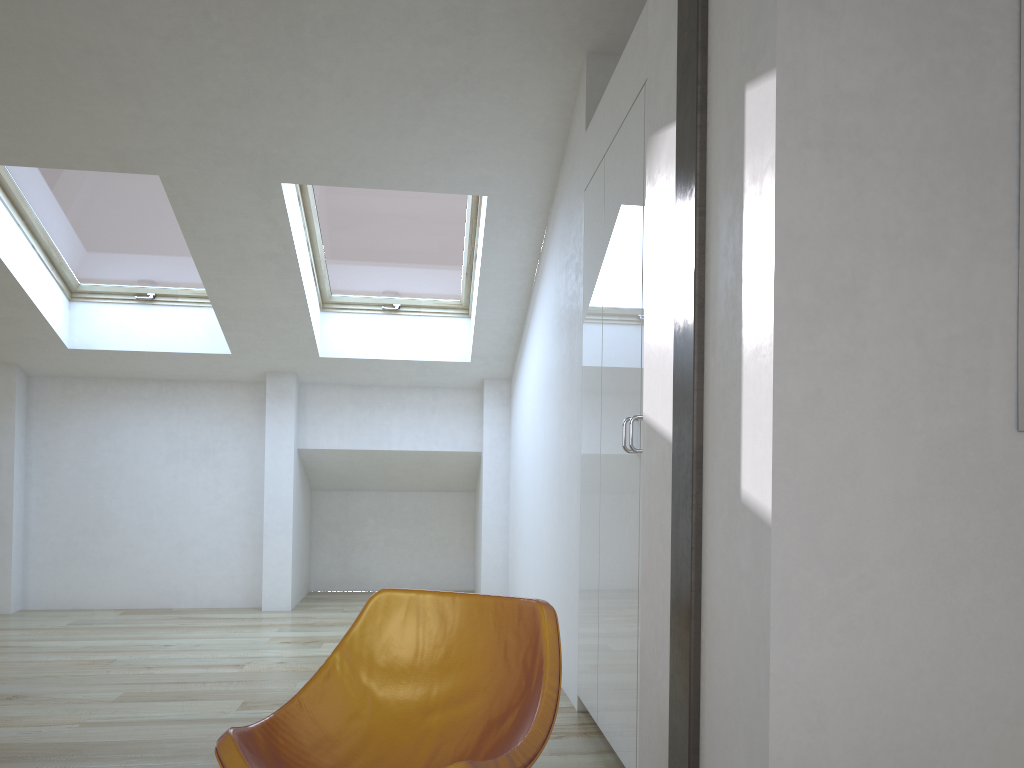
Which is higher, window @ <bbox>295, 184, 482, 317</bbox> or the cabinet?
window @ <bbox>295, 184, 482, 317</bbox>

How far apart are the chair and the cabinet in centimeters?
65cm

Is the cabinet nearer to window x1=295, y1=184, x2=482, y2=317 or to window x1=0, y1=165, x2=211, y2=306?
window x1=295, y1=184, x2=482, y2=317

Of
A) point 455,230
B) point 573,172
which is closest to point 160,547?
point 455,230

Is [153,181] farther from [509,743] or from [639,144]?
[509,743]

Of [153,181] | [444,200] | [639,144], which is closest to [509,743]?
[639,144]

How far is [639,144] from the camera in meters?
2.8

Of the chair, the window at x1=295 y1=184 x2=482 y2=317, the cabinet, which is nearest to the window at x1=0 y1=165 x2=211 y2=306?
the window at x1=295 y1=184 x2=482 y2=317

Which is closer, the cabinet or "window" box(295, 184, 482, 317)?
the cabinet

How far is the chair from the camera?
2.0m
